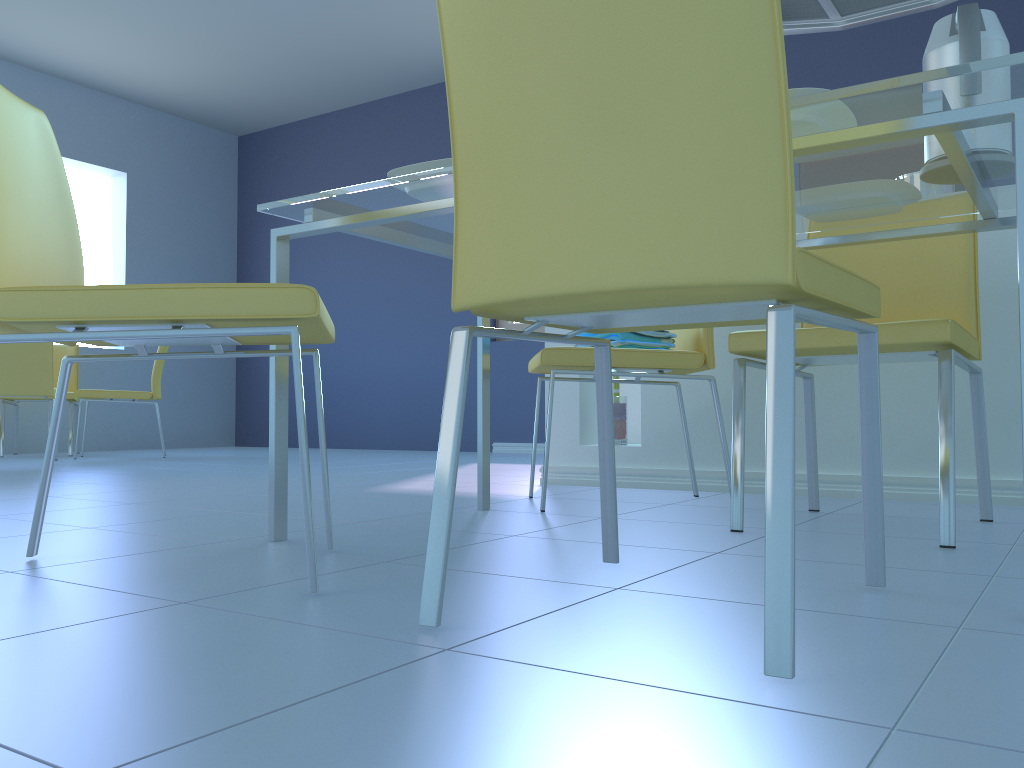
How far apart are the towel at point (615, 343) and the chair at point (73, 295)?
0.89m

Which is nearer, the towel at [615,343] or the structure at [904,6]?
the towel at [615,343]

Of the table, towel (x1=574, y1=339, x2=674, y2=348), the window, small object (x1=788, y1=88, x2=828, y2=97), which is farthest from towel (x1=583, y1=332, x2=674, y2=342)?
the window

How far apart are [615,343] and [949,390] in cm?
Result: 82

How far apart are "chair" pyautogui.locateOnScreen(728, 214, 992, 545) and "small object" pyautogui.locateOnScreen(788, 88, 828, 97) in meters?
0.6

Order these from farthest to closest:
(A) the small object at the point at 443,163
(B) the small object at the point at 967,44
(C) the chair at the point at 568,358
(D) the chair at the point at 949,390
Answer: (C) the chair at the point at 568,358 < (D) the chair at the point at 949,390 < (A) the small object at the point at 443,163 < (B) the small object at the point at 967,44

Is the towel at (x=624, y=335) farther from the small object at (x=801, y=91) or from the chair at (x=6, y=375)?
the chair at (x=6, y=375)

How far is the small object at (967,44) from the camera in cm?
125

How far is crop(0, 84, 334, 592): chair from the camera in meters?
1.0 m

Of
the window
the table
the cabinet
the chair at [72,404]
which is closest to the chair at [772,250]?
the table
